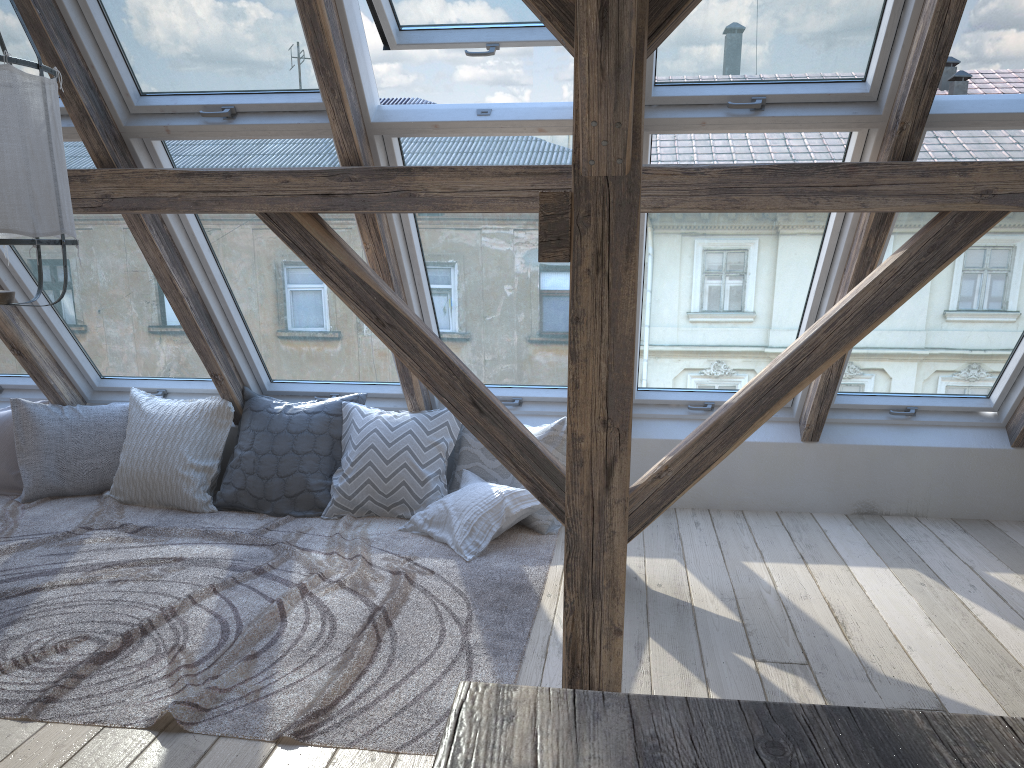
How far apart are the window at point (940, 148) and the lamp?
2.6 meters

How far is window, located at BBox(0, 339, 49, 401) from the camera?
4.6m

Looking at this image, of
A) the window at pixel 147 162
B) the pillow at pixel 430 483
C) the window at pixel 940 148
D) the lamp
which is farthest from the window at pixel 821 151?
the lamp

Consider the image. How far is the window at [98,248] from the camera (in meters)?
3.91

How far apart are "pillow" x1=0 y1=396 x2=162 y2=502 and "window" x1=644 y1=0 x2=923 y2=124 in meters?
3.0 m

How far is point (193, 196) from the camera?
3.22m

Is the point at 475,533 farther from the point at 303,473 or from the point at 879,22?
the point at 879,22

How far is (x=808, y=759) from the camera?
0.62m

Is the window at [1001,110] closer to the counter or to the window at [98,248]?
the counter

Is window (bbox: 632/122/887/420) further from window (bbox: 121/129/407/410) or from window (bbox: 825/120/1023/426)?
window (bbox: 121/129/407/410)
